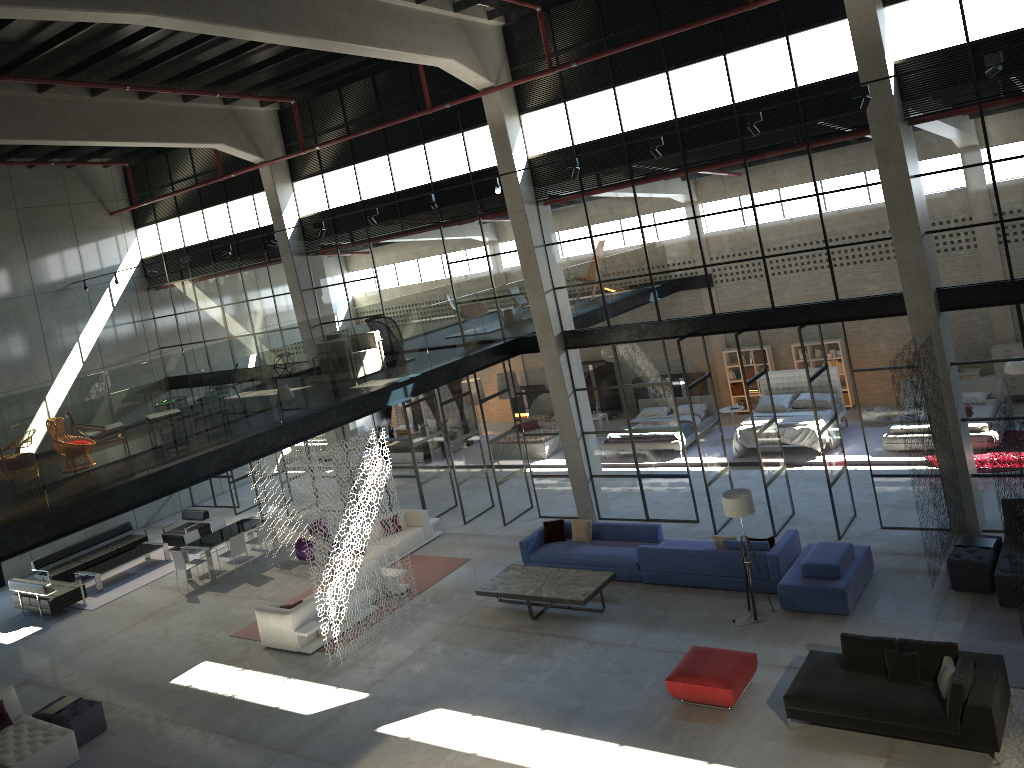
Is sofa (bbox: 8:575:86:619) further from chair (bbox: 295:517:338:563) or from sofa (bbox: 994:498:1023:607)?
sofa (bbox: 994:498:1023:607)

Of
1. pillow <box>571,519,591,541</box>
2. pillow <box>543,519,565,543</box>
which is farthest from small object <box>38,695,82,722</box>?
pillow <box>571,519,591,541</box>

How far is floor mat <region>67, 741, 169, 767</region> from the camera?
12.4 meters

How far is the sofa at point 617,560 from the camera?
14.9m

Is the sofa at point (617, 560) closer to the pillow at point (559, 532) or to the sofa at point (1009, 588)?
the pillow at point (559, 532)

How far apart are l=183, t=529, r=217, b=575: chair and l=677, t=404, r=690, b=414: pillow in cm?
1217

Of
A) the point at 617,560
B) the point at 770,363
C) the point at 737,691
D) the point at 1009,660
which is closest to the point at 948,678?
the point at 1009,660

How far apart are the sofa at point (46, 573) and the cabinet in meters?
14.7

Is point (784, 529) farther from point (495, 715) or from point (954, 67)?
point (954, 67)

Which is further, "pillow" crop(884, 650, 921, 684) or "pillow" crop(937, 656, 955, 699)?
"pillow" crop(884, 650, 921, 684)
